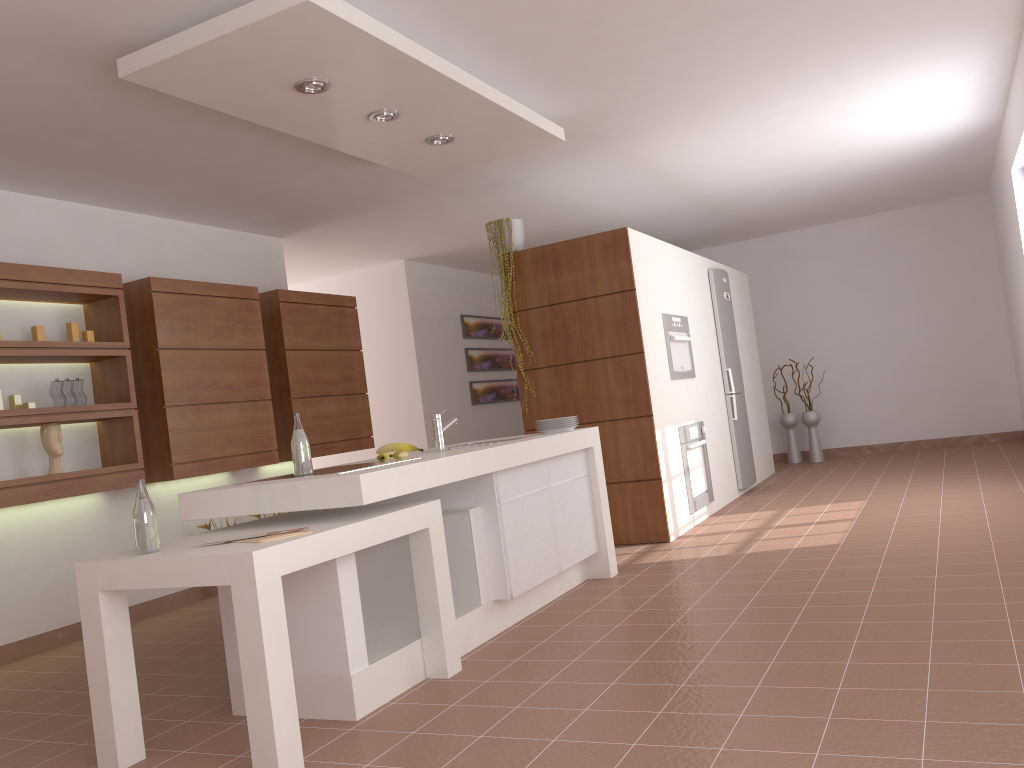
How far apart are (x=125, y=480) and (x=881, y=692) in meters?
3.9

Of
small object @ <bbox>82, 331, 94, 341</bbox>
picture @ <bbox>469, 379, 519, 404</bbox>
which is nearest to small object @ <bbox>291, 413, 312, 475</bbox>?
small object @ <bbox>82, 331, 94, 341</bbox>

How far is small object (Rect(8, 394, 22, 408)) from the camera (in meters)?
4.54

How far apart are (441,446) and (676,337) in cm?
255

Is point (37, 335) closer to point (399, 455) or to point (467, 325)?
point (399, 455)

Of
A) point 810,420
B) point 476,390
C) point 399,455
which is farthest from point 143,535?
point 810,420

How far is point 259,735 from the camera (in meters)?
2.46

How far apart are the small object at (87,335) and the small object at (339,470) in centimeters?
219cm

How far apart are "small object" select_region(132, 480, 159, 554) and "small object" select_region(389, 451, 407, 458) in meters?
1.1

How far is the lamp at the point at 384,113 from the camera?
4.02m
